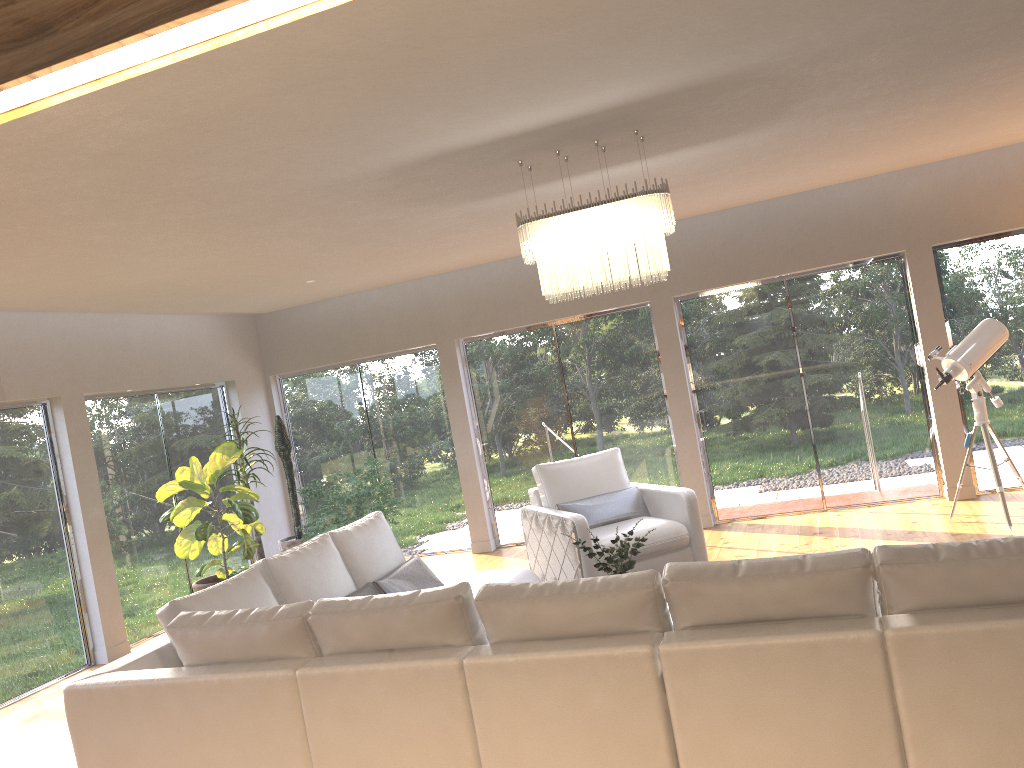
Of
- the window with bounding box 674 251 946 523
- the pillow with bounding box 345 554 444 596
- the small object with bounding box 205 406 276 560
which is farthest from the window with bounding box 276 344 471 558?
the pillow with bounding box 345 554 444 596

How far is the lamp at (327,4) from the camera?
0.85m

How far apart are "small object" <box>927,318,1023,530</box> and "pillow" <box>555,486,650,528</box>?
2.33m

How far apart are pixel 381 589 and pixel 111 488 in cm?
364

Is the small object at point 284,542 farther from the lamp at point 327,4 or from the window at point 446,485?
the lamp at point 327,4

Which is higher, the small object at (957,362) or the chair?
the small object at (957,362)

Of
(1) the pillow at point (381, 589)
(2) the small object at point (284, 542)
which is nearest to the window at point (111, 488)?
(2) the small object at point (284, 542)

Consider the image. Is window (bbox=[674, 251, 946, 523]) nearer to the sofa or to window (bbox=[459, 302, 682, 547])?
window (bbox=[459, 302, 682, 547])

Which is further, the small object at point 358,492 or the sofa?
the small object at point 358,492

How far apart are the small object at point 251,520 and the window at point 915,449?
4.00m
